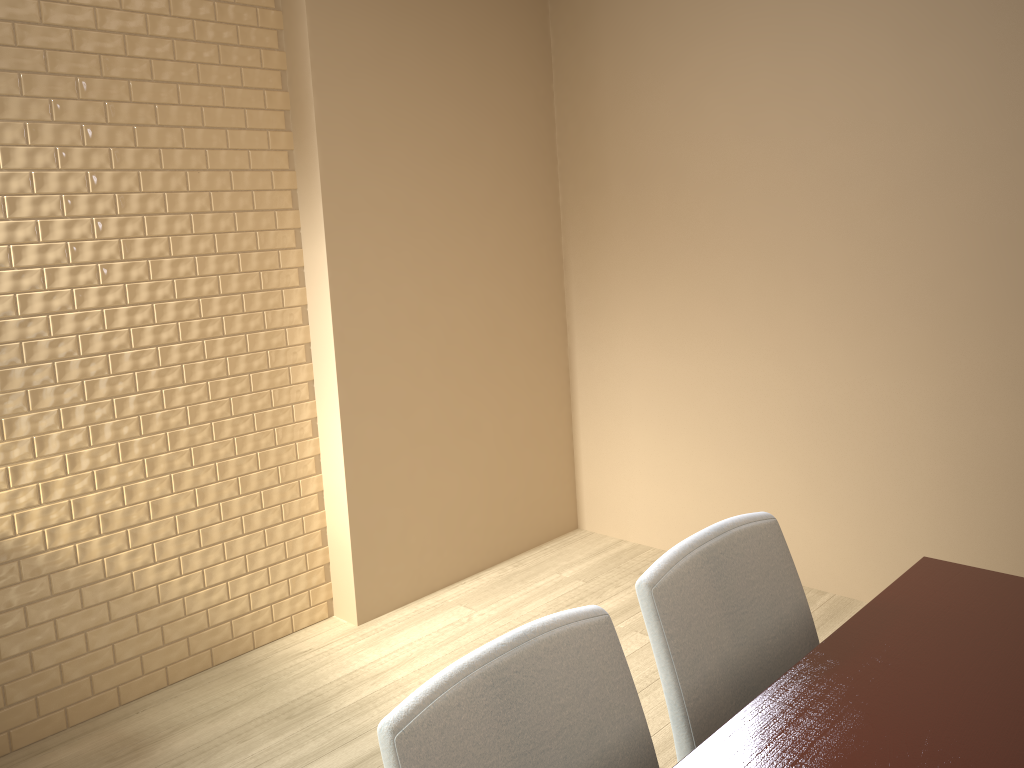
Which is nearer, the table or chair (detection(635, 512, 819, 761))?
the table

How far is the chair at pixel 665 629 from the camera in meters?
1.3 m

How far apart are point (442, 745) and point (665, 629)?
0.4 meters

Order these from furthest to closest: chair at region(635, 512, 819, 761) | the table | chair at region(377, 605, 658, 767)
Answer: chair at region(635, 512, 819, 761) < the table < chair at region(377, 605, 658, 767)

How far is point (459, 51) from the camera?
3.2 meters

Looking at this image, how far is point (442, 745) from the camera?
1.0m

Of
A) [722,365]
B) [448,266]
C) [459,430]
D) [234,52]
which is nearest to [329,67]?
[234,52]

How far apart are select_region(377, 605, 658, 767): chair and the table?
0.09m

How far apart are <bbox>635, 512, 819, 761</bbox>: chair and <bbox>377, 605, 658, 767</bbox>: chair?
0.1 meters

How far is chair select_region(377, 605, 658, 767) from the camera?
1.0m
